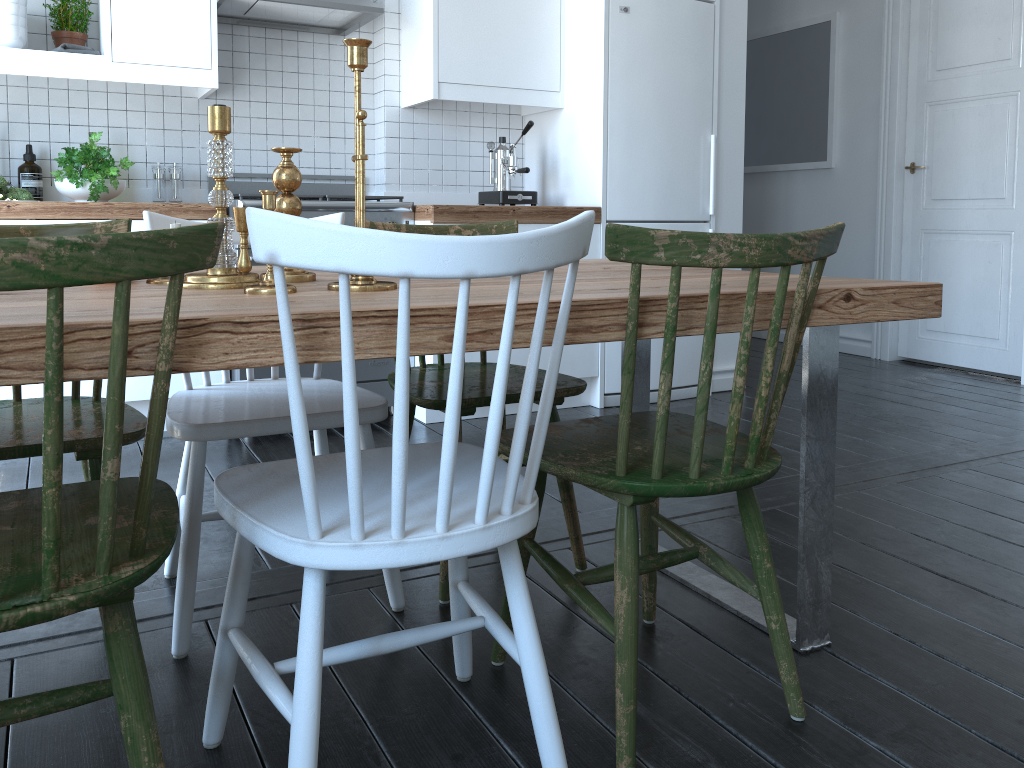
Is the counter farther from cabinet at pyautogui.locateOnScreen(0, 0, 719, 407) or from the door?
the door

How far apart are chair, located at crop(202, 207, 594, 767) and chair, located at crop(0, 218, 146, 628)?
0.34m

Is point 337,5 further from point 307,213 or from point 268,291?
point 268,291

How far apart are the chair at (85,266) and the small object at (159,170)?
2.6m

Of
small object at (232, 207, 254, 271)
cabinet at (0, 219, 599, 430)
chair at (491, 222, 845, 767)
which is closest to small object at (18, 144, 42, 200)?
cabinet at (0, 219, 599, 430)

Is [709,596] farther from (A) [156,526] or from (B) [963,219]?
(B) [963,219]

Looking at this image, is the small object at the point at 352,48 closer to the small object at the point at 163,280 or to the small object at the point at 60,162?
the small object at the point at 163,280

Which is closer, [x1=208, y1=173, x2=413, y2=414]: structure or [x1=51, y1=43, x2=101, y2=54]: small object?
[x1=51, y1=43, x2=101, y2=54]: small object

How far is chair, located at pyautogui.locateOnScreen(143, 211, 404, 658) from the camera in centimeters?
171cm

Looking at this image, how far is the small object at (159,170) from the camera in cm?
360
